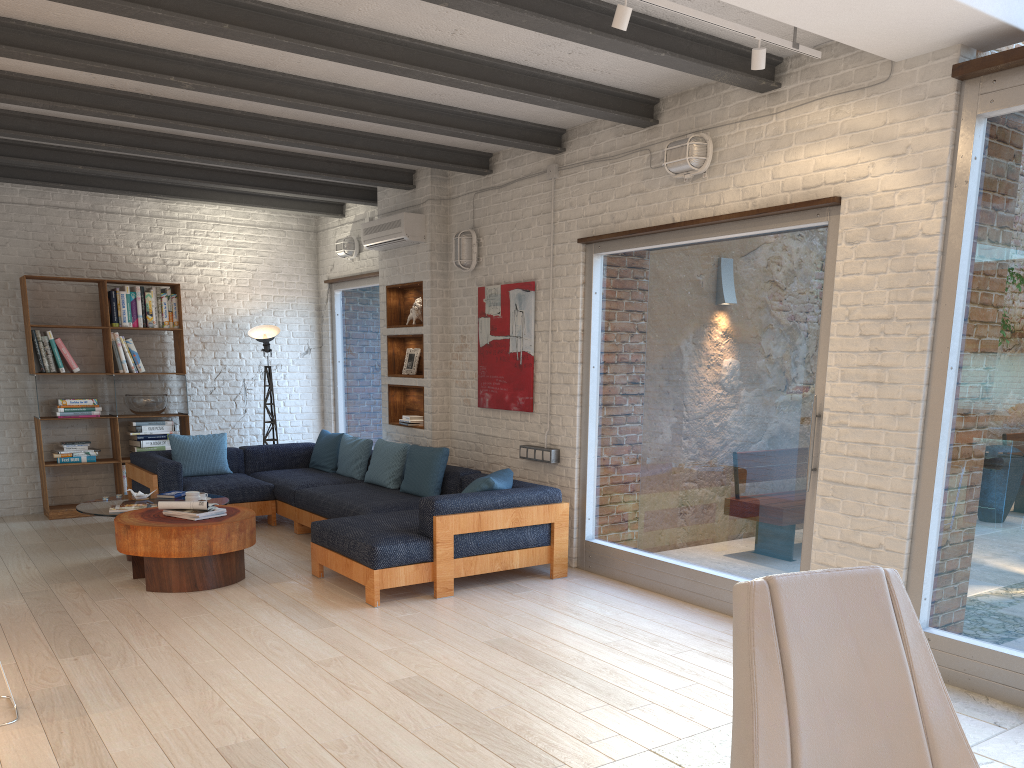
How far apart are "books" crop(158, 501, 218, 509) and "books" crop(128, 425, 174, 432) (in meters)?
3.07

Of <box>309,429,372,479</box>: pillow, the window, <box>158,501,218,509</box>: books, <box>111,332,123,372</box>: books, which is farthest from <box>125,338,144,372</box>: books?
<box>158,501,218,509</box>: books

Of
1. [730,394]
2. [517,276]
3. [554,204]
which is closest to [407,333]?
[517,276]

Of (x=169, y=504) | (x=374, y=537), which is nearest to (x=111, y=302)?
(x=169, y=504)

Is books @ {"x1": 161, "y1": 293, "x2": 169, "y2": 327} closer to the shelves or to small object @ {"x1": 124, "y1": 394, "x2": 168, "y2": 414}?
small object @ {"x1": 124, "y1": 394, "x2": 168, "y2": 414}

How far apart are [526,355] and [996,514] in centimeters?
354cm

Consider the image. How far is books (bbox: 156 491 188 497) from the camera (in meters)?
6.83

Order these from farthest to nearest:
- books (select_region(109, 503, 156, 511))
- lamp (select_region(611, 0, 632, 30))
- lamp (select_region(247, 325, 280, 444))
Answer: lamp (select_region(247, 325, 280, 444)) → books (select_region(109, 503, 156, 511)) → lamp (select_region(611, 0, 632, 30))

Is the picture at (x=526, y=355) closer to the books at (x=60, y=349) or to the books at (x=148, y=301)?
the books at (x=148, y=301)

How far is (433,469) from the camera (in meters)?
6.78
